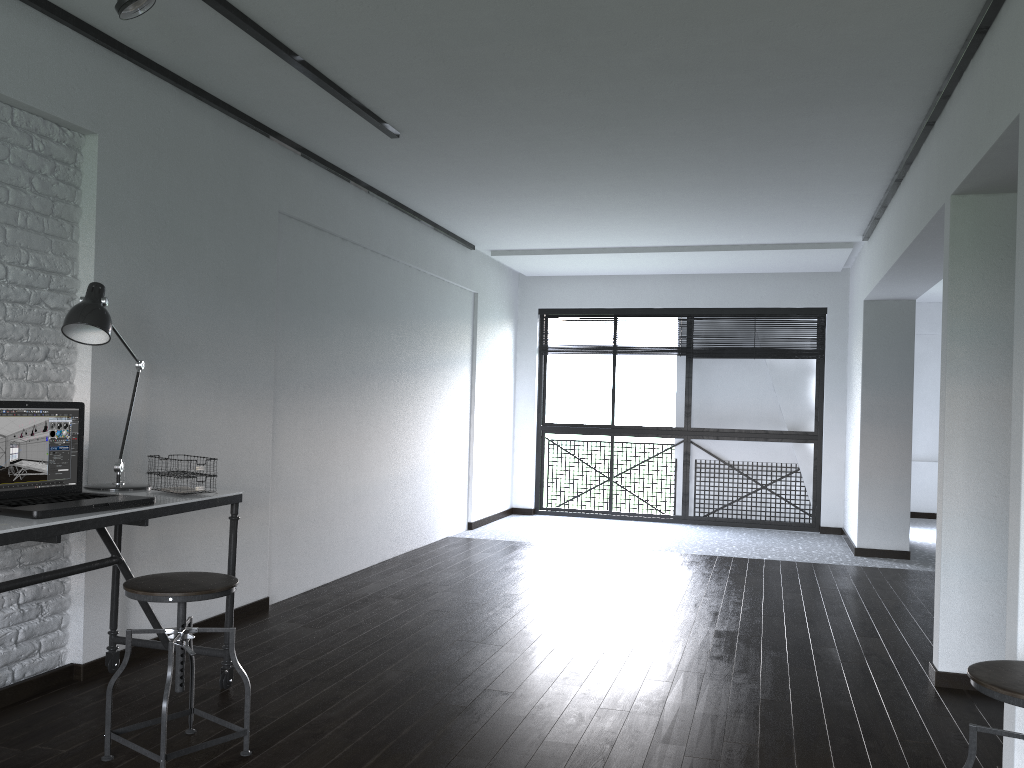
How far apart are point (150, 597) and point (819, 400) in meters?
6.8

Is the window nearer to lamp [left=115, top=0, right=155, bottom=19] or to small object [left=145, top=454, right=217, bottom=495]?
small object [left=145, top=454, right=217, bottom=495]

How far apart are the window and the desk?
5.7 meters

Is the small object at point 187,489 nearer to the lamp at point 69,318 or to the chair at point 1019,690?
the lamp at point 69,318

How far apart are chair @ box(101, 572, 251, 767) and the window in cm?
611

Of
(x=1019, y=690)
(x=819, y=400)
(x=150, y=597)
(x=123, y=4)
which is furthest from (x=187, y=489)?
(x=819, y=400)

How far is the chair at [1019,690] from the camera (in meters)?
1.82

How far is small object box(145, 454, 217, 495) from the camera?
3.03m

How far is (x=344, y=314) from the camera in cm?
532

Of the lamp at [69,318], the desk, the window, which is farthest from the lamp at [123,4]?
the window
